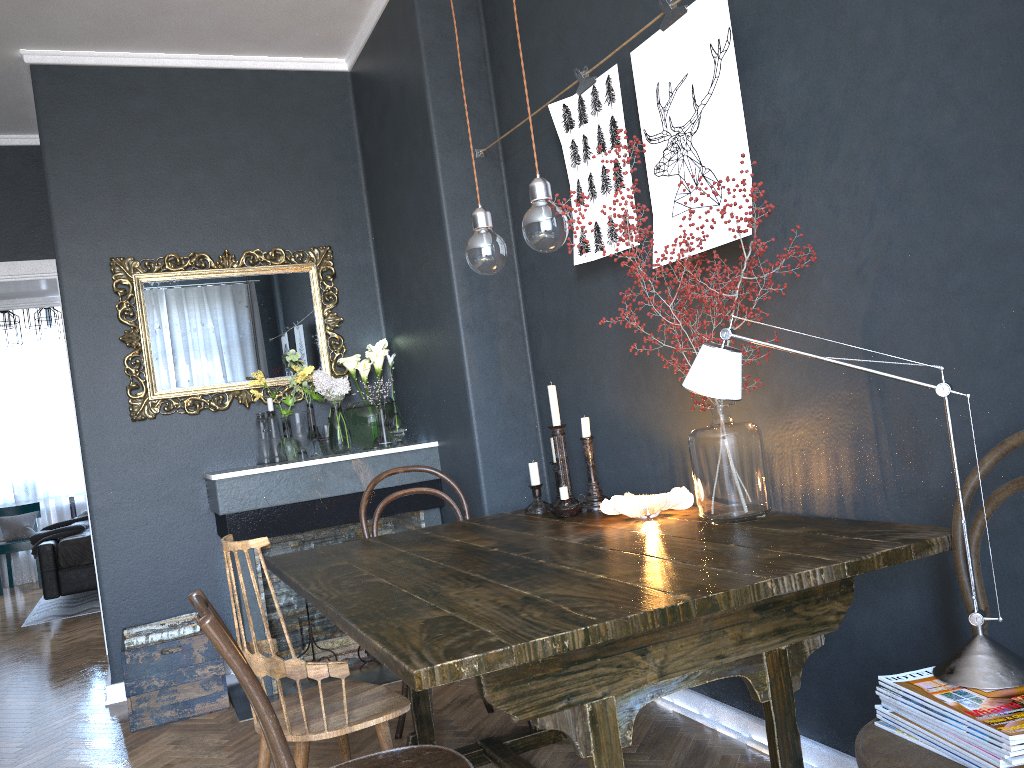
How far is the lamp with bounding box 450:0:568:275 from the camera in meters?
2.0

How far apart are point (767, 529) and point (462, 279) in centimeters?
199cm

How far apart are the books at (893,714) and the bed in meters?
6.4 m

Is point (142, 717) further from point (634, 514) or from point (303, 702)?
point (634, 514)

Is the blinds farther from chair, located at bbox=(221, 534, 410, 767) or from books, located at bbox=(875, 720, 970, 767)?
books, located at bbox=(875, 720, 970, 767)

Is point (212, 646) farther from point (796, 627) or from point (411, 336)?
point (796, 627)

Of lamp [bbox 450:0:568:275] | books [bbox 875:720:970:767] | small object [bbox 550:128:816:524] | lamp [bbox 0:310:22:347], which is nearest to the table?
small object [bbox 550:128:816:524]

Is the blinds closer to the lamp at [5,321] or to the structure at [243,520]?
the lamp at [5,321]

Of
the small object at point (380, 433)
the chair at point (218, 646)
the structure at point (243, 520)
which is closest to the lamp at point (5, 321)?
the small object at point (380, 433)

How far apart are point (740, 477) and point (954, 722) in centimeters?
83cm
